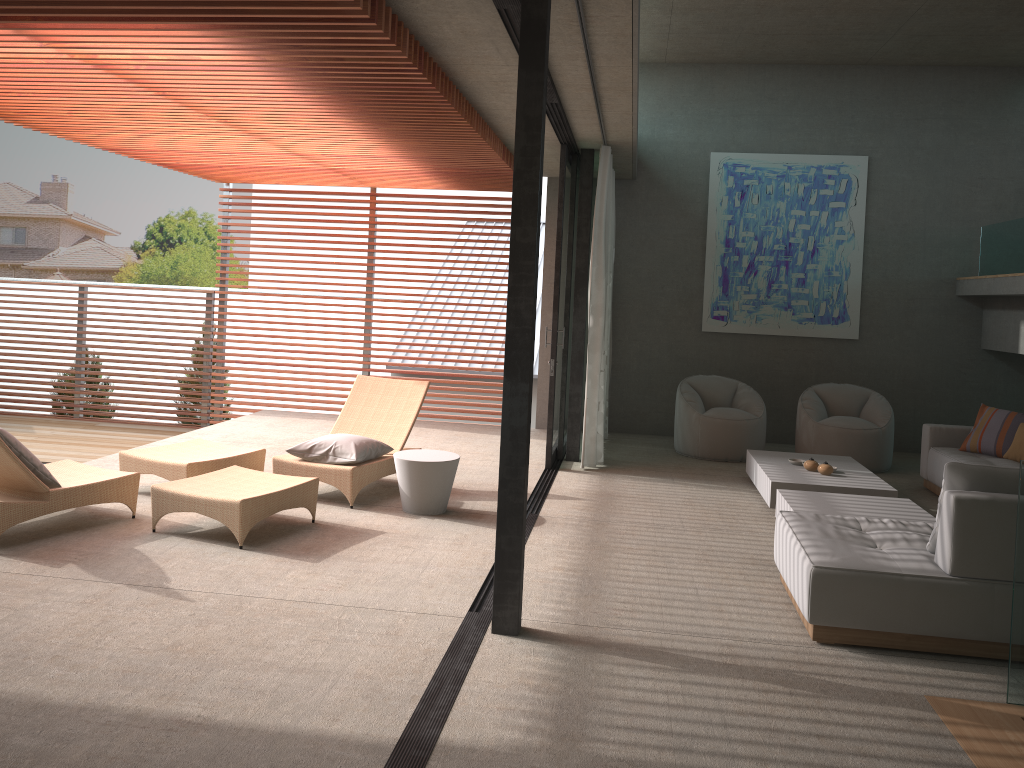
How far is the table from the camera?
6.15m

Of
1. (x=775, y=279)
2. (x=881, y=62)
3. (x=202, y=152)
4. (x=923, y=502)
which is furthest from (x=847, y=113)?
(x=202, y=152)

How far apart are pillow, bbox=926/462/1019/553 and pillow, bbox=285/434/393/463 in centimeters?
375cm

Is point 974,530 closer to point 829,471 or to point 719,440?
point 829,471

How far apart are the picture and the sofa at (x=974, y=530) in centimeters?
534cm

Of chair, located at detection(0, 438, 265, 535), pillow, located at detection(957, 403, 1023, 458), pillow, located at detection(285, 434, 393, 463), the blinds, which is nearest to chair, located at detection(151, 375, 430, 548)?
pillow, located at detection(285, 434, 393, 463)

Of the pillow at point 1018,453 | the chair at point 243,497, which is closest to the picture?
the pillow at point 1018,453

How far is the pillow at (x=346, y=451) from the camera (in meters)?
6.41

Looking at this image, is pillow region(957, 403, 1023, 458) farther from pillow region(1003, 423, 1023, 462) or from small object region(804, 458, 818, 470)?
small object region(804, 458, 818, 470)

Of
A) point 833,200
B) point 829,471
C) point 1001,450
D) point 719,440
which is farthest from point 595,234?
point 1001,450
